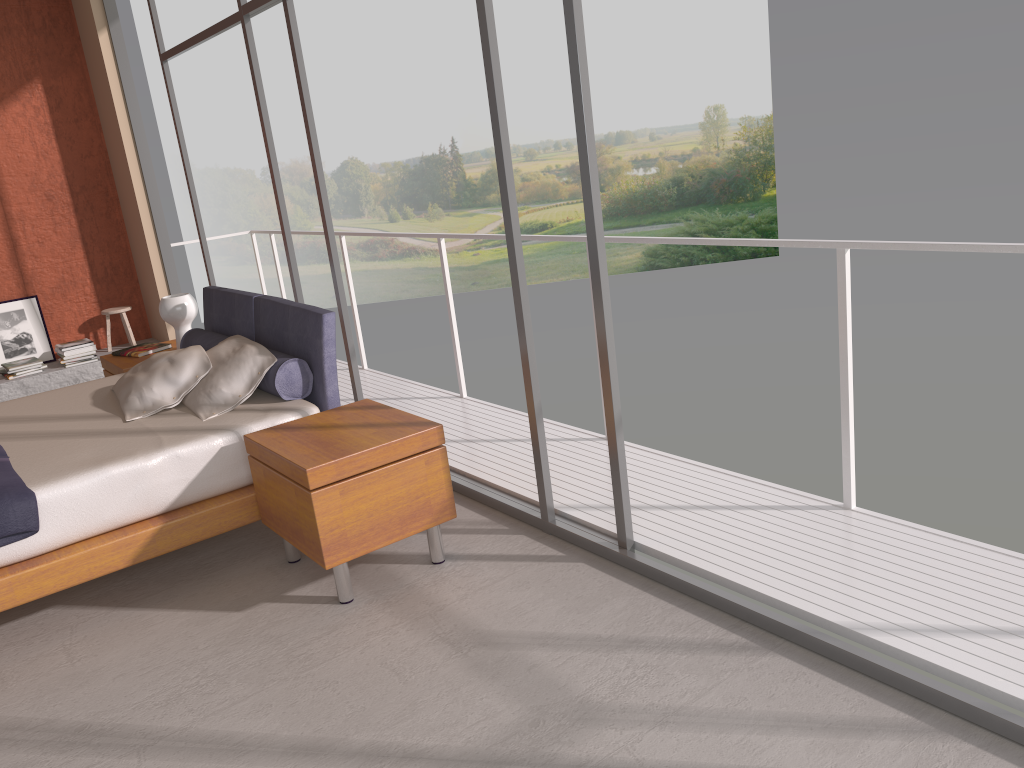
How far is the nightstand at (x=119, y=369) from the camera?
5.23m

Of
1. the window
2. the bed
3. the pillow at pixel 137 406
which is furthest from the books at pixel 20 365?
the pillow at pixel 137 406

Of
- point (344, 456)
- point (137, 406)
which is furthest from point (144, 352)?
point (344, 456)

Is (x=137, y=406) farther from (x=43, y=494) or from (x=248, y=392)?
(x=43, y=494)

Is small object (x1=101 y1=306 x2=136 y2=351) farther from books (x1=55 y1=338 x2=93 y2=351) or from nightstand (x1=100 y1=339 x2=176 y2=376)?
nightstand (x1=100 y1=339 x2=176 y2=376)

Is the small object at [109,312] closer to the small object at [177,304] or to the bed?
the small object at [177,304]

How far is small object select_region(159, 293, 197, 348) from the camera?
5.3 meters

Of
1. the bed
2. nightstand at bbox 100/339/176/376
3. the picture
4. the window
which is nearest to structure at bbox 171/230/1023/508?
the window

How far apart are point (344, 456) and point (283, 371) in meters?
0.9 m

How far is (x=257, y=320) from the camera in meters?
4.5
